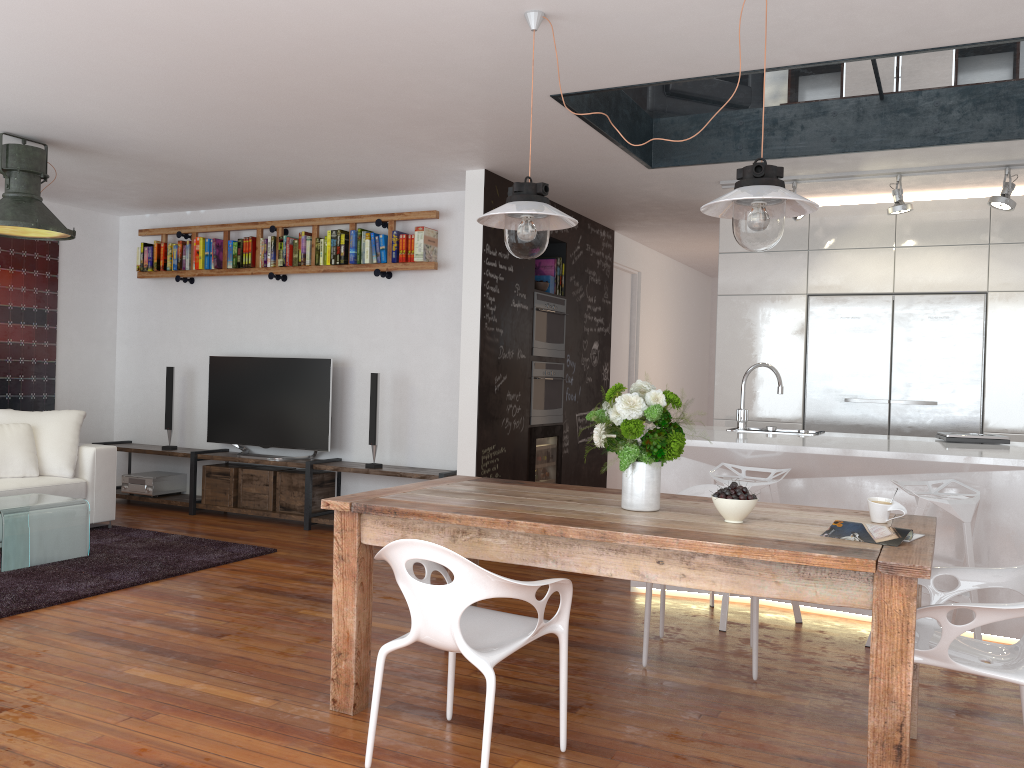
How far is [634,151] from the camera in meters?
5.2 m

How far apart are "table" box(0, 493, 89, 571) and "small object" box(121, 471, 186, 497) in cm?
181

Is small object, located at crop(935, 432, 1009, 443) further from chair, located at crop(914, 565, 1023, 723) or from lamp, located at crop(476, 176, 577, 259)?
lamp, located at crop(476, 176, 577, 259)

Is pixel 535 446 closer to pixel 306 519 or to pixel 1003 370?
pixel 306 519

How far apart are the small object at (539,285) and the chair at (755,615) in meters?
2.9

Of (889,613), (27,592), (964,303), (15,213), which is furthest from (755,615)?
(15,213)

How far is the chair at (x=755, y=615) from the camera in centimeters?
350cm

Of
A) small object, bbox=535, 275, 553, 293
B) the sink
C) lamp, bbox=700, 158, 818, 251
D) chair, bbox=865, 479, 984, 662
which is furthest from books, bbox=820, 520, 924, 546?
small object, bbox=535, 275, 553, 293

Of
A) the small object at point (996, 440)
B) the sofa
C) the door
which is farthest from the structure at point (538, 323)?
the sofa

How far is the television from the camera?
6.7 meters
